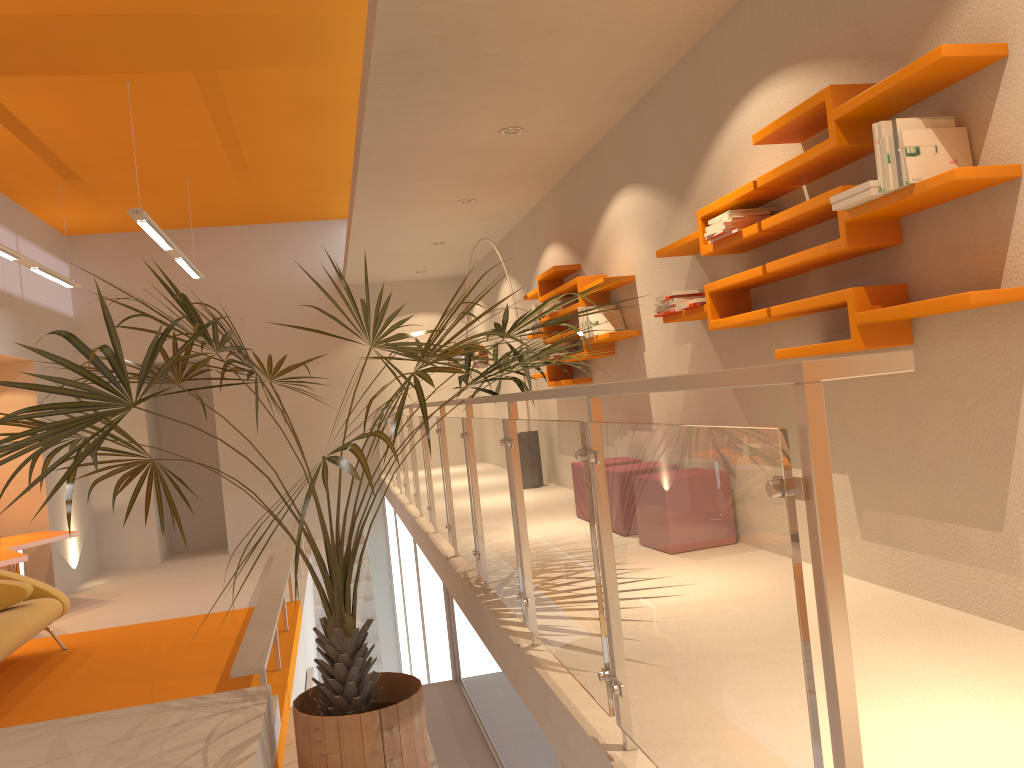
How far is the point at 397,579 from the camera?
10.9m

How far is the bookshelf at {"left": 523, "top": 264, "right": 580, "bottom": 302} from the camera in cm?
694

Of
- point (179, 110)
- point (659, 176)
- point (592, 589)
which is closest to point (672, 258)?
point (659, 176)

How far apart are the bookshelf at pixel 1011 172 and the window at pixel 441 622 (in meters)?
3.38

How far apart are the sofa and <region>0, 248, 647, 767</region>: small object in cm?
155

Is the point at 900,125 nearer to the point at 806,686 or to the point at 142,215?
the point at 806,686

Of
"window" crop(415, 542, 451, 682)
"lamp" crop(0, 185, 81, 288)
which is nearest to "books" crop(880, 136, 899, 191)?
"window" crop(415, 542, 451, 682)

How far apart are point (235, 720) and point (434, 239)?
6.34m

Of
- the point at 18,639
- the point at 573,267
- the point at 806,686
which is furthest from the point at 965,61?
the point at 18,639

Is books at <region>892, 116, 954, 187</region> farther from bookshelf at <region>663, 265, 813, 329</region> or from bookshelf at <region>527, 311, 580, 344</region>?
bookshelf at <region>527, 311, 580, 344</region>
